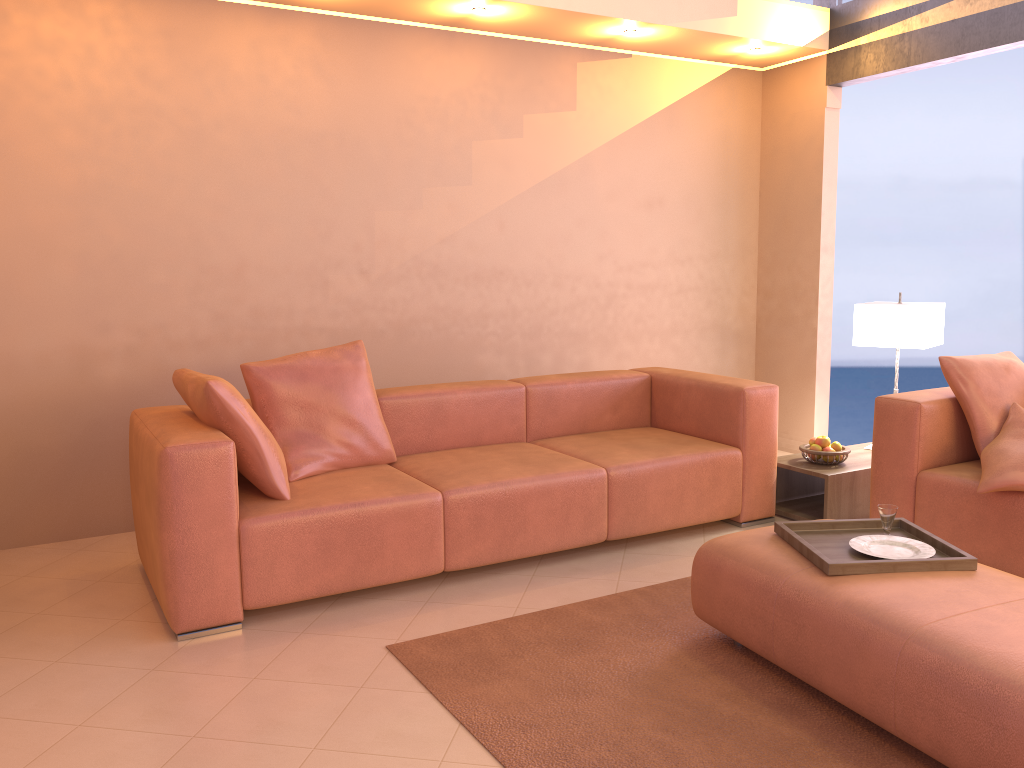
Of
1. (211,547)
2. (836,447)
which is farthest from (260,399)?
(836,447)

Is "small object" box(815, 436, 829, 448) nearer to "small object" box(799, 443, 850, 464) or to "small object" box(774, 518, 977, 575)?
"small object" box(799, 443, 850, 464)

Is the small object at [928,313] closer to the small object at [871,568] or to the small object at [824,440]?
the small object at [824,440]

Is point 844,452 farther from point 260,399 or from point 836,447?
point 260,399

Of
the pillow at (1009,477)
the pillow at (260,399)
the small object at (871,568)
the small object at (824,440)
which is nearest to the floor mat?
the small object at (871,568)

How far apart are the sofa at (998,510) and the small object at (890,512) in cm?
73

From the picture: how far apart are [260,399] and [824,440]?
2.6m

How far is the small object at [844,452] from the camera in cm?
416

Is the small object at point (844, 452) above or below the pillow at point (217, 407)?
below

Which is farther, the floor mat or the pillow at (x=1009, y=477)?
the pillow at (x=1009, y=477)
